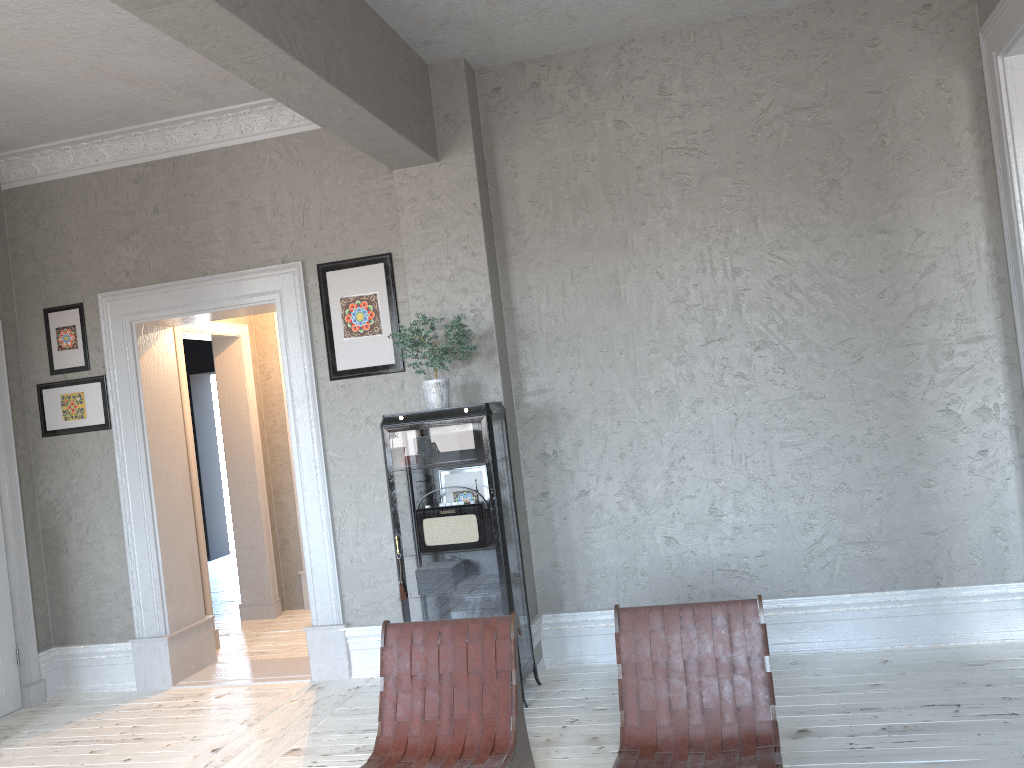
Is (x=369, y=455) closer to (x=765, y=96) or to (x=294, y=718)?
→ (x=294, y=718)

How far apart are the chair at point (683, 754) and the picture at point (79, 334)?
4.0m

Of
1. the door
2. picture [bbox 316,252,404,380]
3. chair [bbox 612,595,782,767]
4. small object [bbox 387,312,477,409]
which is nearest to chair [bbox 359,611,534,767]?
chair [bbox 612,595,782,767]

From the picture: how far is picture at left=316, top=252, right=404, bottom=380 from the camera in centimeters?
504cm

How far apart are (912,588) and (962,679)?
0.59m

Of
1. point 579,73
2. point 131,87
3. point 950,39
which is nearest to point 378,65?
point 579,73

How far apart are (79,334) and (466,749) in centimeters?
390cm

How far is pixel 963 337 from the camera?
4.32m

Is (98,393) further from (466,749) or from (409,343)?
(466,749)

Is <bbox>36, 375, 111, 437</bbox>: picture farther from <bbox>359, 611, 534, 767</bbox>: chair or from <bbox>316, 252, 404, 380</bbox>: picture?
<bbox>359, 611, 534, 767</bbox>: chair
